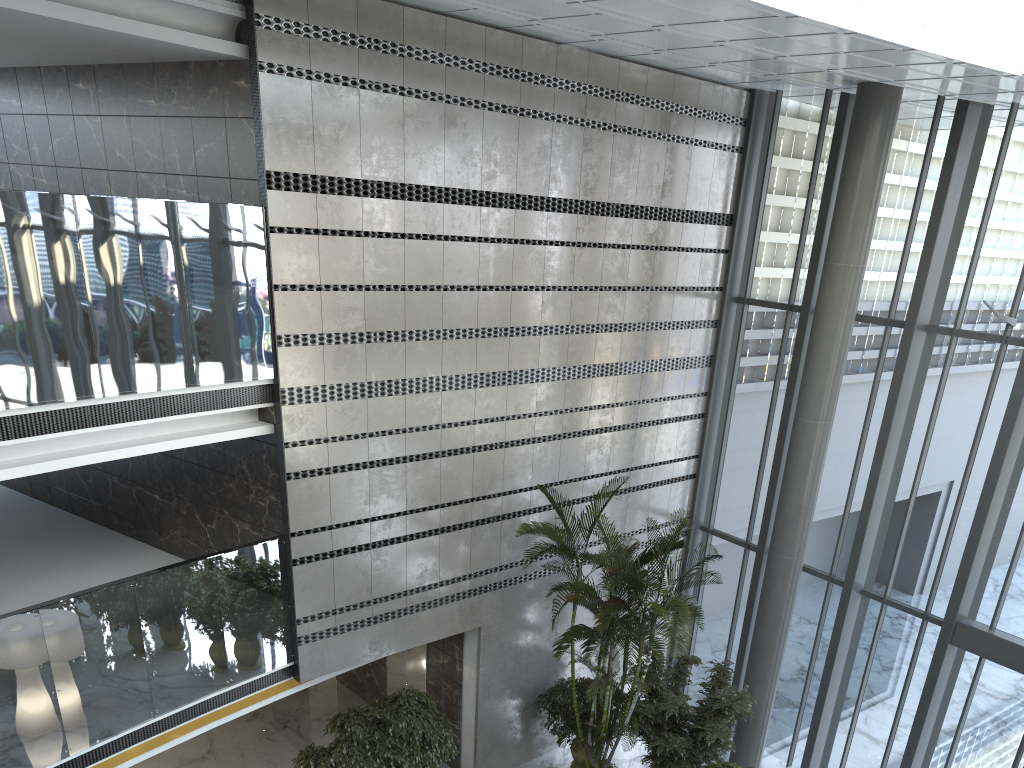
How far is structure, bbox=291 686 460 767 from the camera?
8.81m

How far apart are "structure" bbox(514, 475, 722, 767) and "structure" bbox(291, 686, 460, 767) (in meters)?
1.56

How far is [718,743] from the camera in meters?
9.7

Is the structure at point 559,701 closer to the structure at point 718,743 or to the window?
the structure at point 718,743

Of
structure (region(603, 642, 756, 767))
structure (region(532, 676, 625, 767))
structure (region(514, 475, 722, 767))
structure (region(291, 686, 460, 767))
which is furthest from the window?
structure (region(291, 686, 460, 767))

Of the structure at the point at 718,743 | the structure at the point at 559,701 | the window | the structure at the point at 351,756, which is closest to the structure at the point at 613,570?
the structure at the point at 718,743

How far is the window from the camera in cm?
966

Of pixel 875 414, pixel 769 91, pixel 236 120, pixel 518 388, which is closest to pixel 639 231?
pixel 518 388

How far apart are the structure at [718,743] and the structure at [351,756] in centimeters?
222cm

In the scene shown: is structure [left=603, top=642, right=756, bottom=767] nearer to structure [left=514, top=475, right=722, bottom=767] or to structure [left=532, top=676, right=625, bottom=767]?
structure [left=514, top=475, right=722, bottom=767]
